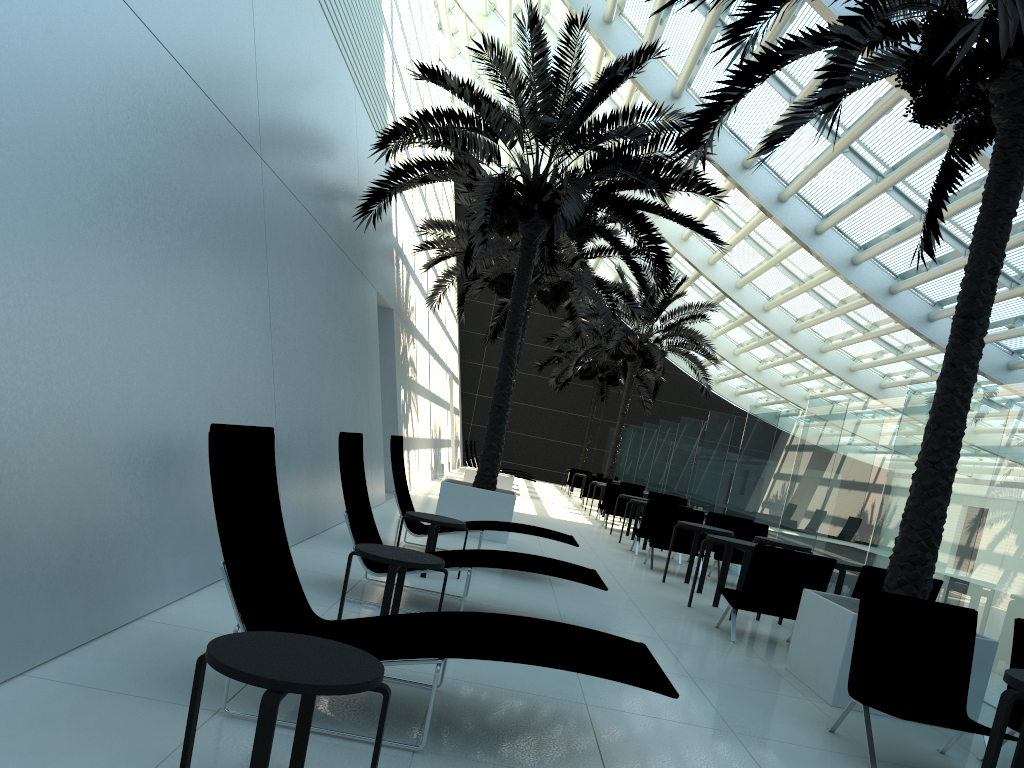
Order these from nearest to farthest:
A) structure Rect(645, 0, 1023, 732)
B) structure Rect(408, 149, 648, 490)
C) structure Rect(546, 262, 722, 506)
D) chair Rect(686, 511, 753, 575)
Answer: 1. structure Rect(645, 0, 1023, 732)
2. chair Rect(686, 511, 753, 575)
3. structure Rect(408, 149, 648, 490)
4. structure Rect(546, 262, 722, 506)

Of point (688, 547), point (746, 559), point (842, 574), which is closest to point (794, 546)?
point (842, 574)

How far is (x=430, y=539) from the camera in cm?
752

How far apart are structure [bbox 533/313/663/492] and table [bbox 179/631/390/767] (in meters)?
28.64

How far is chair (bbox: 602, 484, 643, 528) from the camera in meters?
17.8

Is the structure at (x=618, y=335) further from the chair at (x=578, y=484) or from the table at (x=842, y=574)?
the table at (x=842, y=574)

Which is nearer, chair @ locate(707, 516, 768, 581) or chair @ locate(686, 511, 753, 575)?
chair @ locate(707, 516, 768, 581)

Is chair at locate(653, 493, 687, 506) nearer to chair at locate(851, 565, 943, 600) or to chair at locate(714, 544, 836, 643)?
chair at locate(714, 544, 836, 643)

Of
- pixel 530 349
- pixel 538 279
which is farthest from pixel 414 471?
pixel 530 349

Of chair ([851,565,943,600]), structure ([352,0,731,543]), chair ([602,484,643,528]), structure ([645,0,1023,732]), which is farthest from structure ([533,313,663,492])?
chair ([851,565,943,600])
